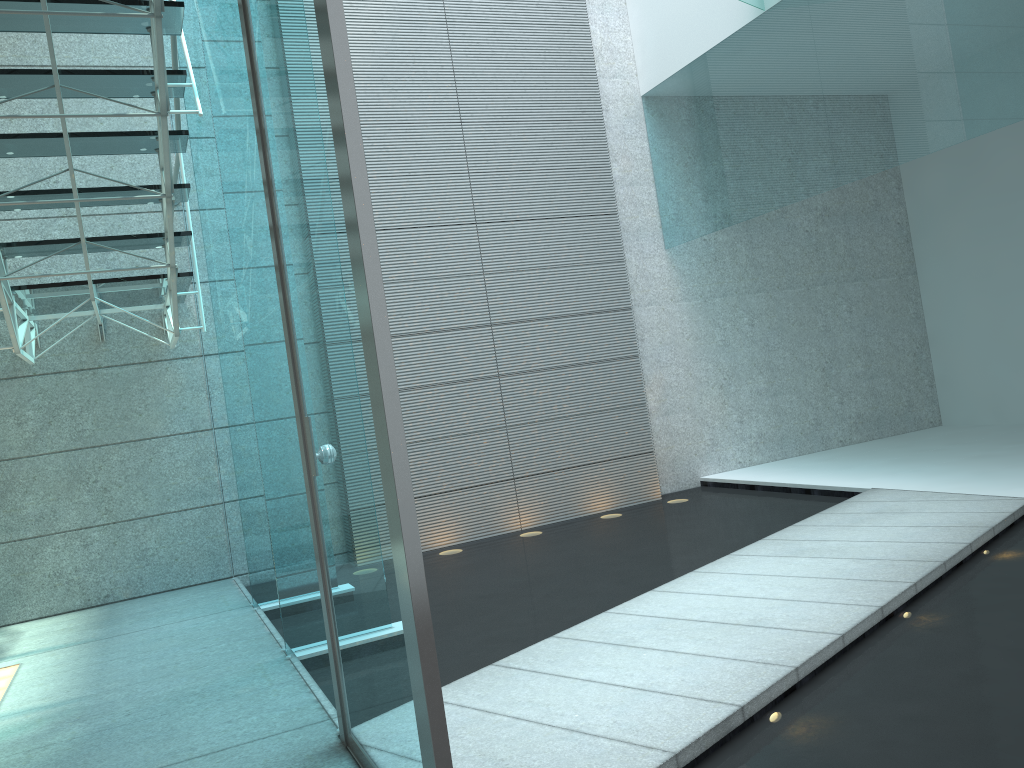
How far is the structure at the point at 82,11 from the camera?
2.87m

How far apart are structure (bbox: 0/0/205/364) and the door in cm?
68

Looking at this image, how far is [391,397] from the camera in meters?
1.4

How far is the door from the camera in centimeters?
144cm

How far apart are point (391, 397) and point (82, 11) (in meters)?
2.24

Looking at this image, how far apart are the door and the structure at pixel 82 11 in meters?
0.7

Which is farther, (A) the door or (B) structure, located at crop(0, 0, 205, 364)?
(B) structure, located at crop(0, 0, 205, 364)

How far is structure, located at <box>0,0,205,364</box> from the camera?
2.87m

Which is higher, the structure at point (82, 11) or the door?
the structure at point (82, 11)

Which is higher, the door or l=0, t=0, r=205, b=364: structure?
l=0, t=0, r=205, b=364: structure
